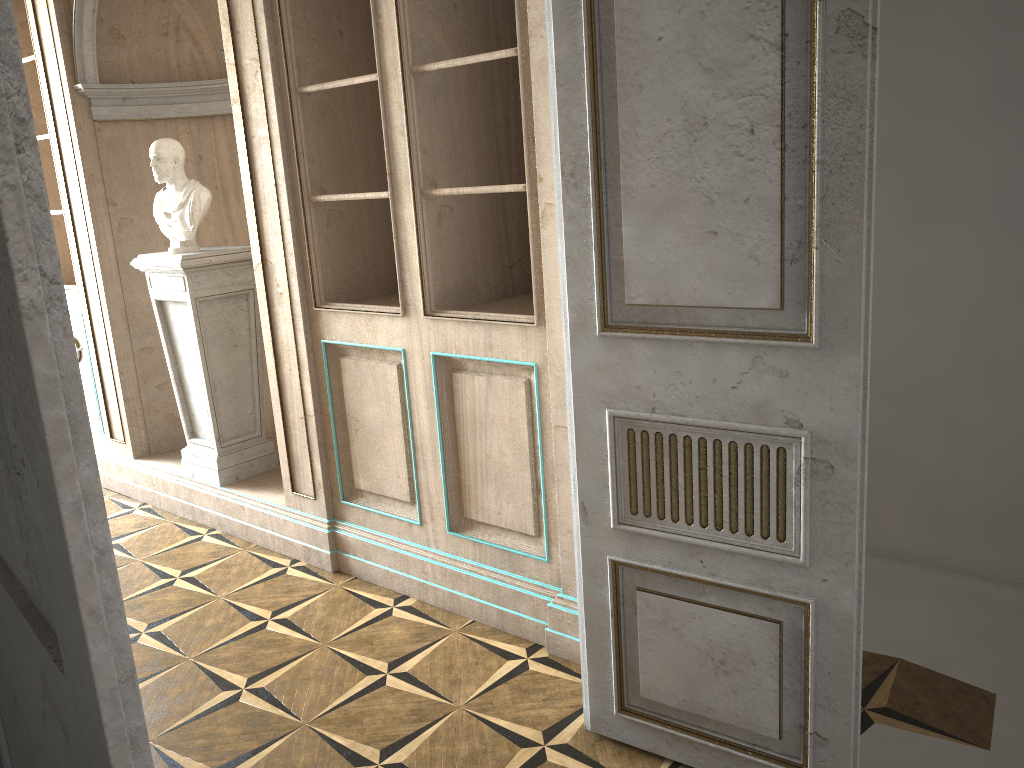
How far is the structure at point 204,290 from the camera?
4.08m

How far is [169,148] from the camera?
4.0 meters

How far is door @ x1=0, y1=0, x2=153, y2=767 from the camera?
0.6m

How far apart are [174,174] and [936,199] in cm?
320

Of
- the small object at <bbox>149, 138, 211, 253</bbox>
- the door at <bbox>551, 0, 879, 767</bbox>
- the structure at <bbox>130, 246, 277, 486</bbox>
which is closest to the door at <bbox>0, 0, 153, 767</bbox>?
the door at <bbox>551, 0, 879, 767</bbox>

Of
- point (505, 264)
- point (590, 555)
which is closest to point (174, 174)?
point (505, 264)

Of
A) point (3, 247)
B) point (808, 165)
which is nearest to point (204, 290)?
point (808, 165)

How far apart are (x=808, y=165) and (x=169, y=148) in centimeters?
313cm

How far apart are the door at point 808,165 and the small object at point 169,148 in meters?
2.4 m

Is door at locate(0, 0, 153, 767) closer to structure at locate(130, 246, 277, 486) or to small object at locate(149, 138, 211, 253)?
structure at locate(130, 246, 277, 486)
